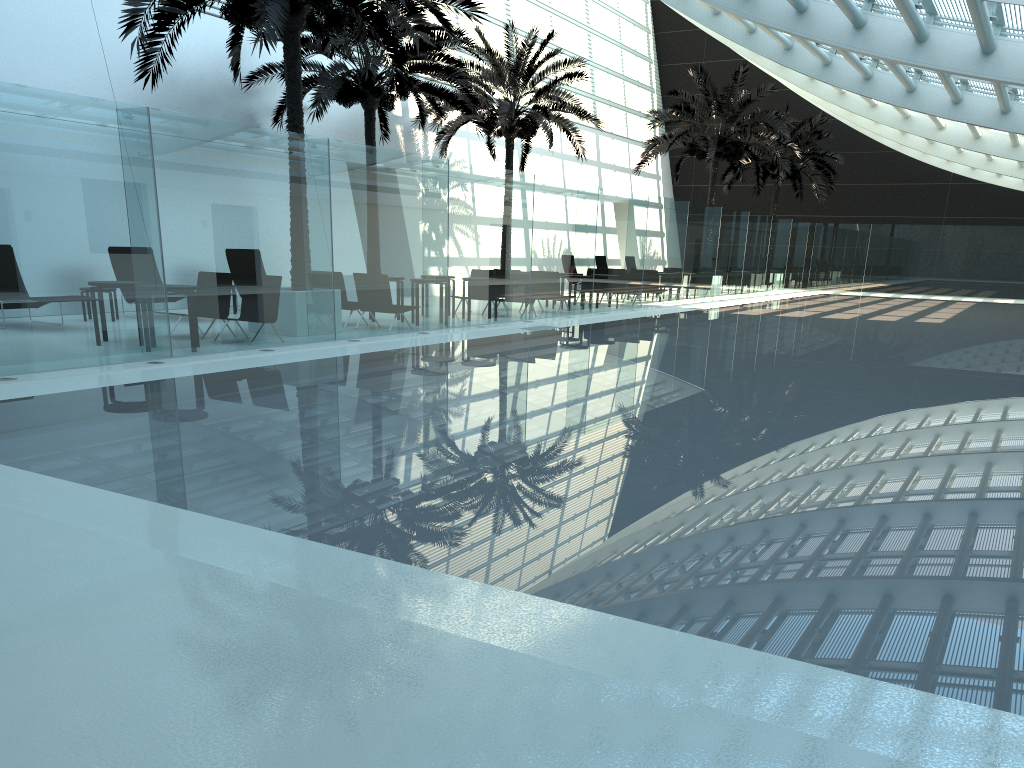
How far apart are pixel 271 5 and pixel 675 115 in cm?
1862

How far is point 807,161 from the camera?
34.20m

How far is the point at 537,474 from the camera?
5.6m

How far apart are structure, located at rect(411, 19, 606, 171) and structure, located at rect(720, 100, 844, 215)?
11.63m

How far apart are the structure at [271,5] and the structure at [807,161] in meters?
23.3

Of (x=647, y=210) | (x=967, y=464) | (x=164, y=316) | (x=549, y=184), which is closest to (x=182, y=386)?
(x=164, y=316)

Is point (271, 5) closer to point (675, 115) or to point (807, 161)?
point (675, 115)

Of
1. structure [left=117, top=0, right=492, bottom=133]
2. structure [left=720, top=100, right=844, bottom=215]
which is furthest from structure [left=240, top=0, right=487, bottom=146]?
structure [left=720, top=100, right=844, bottom=215]

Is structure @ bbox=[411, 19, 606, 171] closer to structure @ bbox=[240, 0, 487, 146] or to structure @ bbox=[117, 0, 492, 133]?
structure @ bbox=[240, 0, 487, 146]

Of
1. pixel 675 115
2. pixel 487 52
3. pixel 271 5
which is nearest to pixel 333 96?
pixel 487 52
